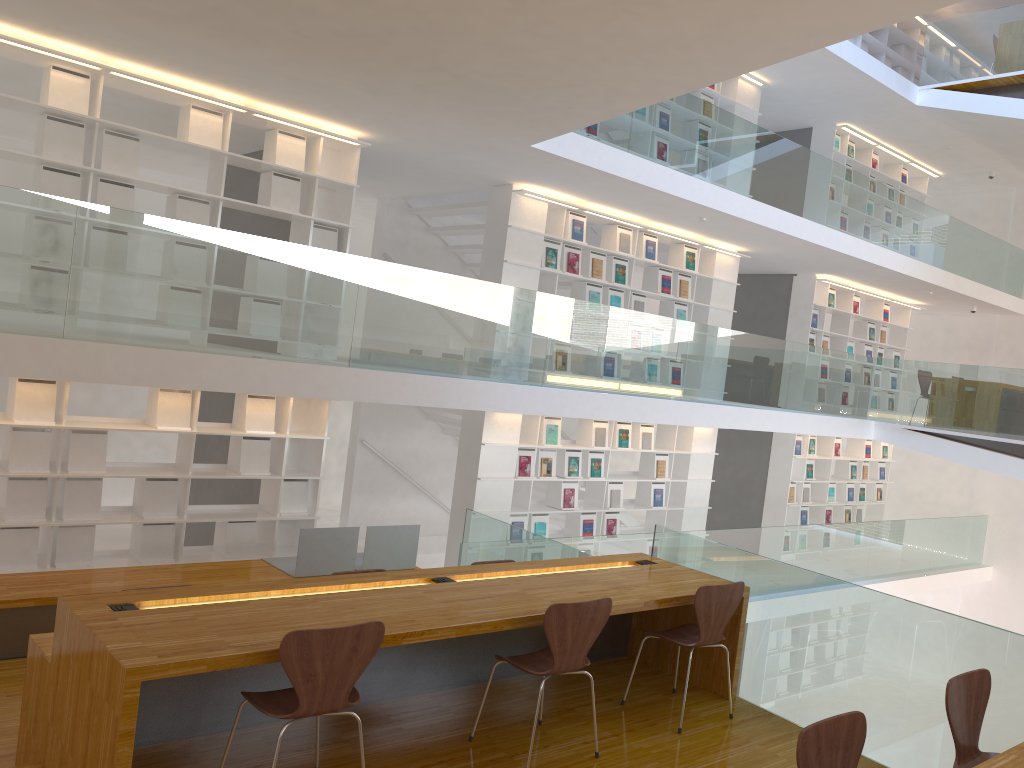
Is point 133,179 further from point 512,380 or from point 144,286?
point 512,380

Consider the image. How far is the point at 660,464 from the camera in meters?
10.1

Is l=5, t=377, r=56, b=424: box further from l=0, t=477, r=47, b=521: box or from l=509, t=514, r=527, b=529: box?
l=509, t=514, r=527, b=529: box

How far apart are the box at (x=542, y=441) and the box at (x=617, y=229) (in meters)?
1.91

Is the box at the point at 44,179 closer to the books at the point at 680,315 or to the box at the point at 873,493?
the books at the point at 680,315

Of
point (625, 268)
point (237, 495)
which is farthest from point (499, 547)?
point (625, 268)

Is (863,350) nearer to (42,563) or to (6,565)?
(42,563)

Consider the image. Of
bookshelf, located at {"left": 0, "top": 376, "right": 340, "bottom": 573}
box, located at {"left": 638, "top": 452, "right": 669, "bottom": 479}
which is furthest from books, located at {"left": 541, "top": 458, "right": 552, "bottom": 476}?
bookshelf, located at {"left": 0, "top": 376, "right": 340, "bottom": 573}

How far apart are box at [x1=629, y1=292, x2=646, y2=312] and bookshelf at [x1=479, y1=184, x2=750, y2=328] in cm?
7

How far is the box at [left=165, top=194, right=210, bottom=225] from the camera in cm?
640
